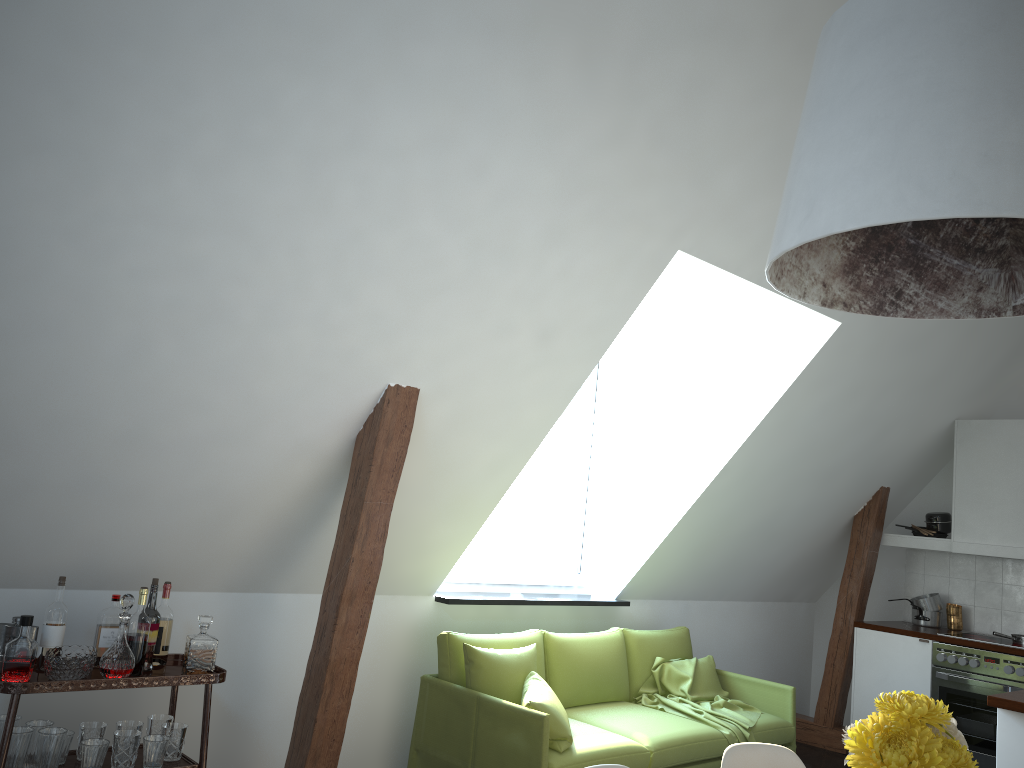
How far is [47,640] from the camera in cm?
306

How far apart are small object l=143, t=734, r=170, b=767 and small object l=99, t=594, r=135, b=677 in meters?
0.3

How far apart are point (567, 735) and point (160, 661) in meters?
1.7 m

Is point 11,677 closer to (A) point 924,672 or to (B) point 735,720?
(B) point 735,720

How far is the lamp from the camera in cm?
145

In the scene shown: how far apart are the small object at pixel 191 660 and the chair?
1.8 meters

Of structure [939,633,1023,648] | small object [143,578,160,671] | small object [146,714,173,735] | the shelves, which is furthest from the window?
structure [939,633,1023,648]

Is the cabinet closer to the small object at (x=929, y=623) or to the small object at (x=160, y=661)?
the small object at (x=929, y=623)

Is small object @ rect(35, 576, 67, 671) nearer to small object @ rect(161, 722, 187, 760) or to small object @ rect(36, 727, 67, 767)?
small object @ rect(36, 727, 67, 767)

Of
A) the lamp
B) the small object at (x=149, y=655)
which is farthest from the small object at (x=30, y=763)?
the lamp
